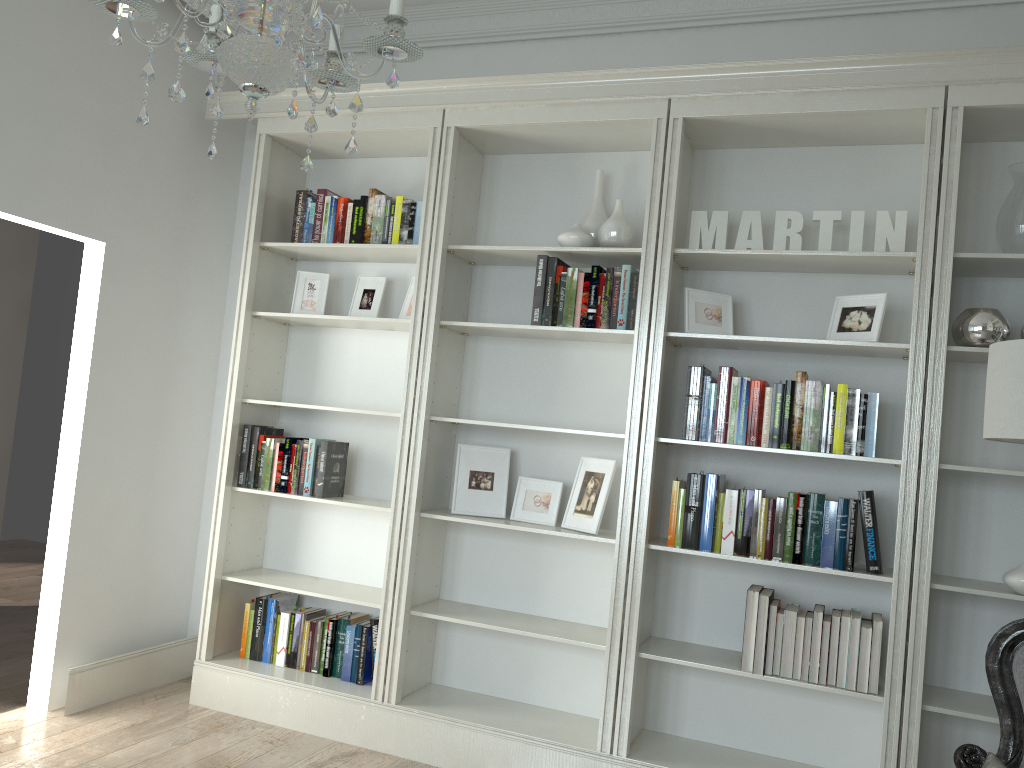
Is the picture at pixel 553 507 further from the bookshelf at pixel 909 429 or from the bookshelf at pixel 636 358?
the bookshelf at pixel 909 429

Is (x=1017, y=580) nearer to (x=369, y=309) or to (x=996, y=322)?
(x=996, y=322)

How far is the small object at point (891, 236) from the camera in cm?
327

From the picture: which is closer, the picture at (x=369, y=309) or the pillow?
the pillow

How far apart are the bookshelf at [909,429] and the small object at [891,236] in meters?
0.1 m

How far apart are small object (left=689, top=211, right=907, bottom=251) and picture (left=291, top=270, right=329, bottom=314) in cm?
176

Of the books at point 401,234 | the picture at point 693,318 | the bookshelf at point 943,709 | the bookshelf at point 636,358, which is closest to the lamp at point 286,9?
the bookshelf at point 636,358

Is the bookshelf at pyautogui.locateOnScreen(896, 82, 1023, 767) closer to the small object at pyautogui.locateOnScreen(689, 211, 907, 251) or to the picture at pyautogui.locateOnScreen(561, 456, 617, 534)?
the small object at pyautogui.locateOnScreen(689, 211, 907, 251)

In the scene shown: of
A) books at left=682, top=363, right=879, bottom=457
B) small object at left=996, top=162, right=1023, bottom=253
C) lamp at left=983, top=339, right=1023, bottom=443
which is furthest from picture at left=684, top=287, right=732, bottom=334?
lamp at left=983, top=339, right=1023, bottom=443

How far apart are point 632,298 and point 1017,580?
1.6 meters
